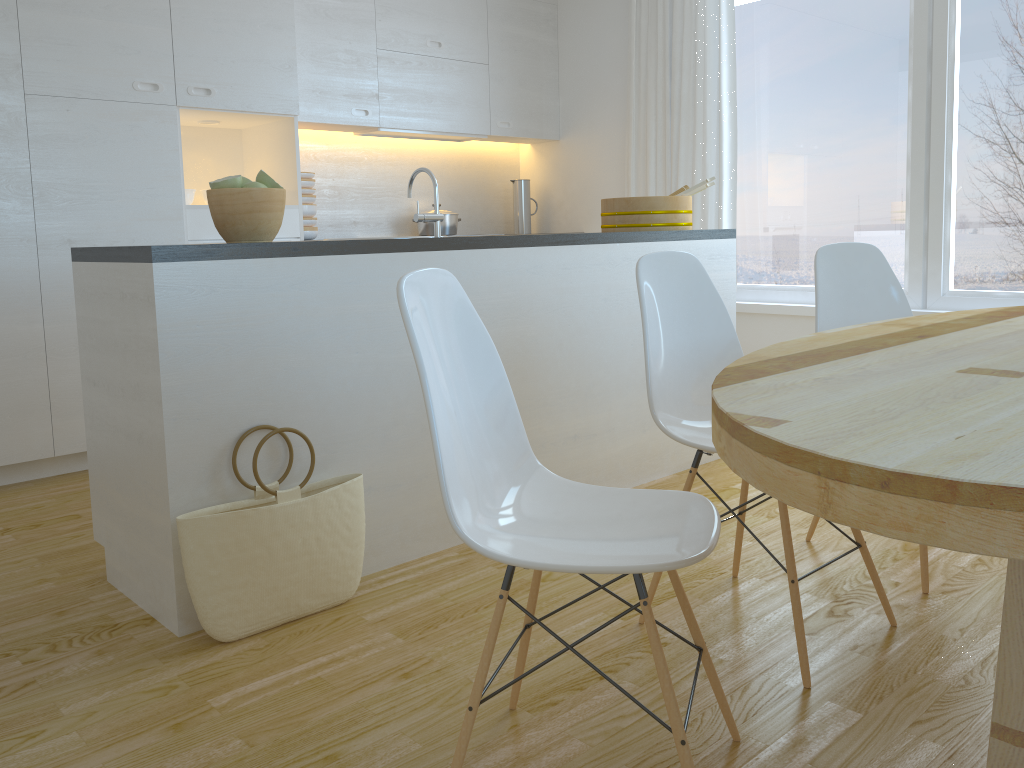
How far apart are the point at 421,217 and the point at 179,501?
1.1 meters

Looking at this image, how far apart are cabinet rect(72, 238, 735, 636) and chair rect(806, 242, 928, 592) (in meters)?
0.73

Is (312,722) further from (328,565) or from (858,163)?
(858,163)

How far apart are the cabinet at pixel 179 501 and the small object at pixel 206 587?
0.0m

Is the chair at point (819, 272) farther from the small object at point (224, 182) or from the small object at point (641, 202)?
the small object at point (224, 182)

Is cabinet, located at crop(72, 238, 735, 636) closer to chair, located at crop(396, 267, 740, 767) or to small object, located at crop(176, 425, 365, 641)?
small object, located at crop(176, 425, 365, 641)

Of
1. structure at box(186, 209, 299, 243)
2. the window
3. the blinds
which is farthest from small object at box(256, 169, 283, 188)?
the window

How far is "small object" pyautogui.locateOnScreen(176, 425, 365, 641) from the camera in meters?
2.1

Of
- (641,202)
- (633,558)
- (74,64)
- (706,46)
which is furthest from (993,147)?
(74,64)

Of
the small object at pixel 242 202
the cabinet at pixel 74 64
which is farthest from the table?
the cabinet at pixel 74 64
